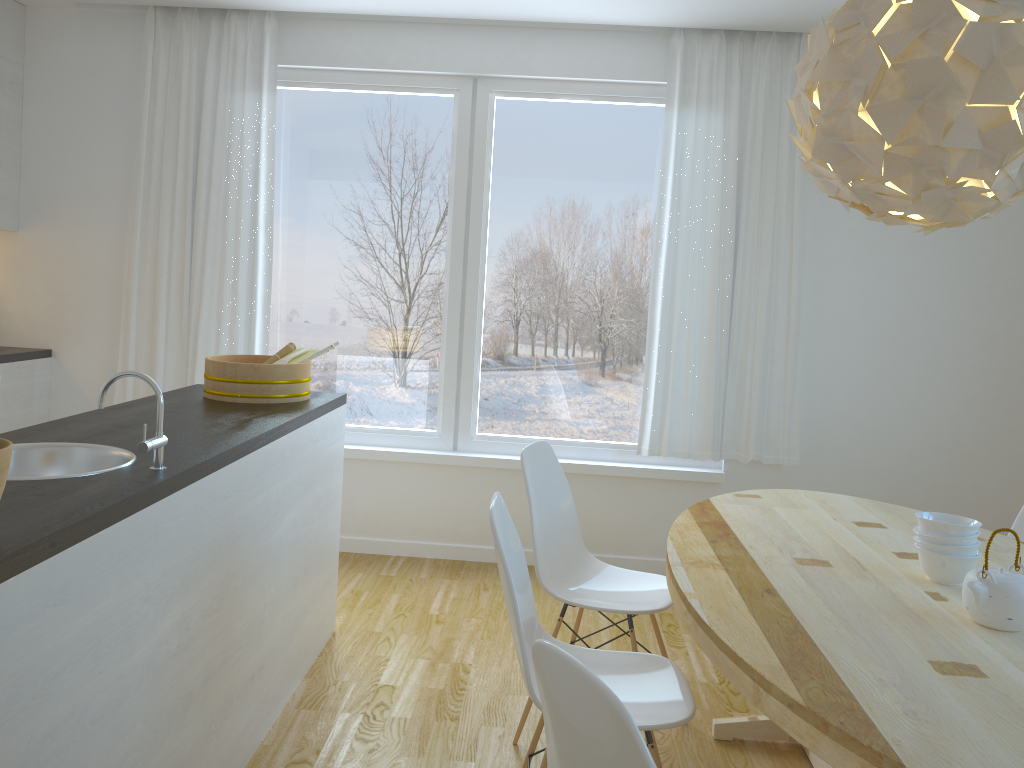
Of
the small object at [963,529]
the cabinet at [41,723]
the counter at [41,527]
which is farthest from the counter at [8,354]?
the small object at [963,529]

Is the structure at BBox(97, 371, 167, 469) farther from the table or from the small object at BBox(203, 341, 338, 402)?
the table

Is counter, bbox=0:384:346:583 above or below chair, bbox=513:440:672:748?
above

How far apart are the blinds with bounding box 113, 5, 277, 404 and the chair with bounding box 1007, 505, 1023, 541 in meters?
3.4

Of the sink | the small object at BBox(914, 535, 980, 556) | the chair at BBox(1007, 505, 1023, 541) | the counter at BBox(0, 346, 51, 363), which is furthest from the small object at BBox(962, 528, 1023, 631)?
the counter at BBox(0, 346, 51, 363)

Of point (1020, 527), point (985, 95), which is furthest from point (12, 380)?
point (1020, 527)

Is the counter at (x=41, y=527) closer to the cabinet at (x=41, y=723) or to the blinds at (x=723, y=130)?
the cabinet at (x=41, y=723)

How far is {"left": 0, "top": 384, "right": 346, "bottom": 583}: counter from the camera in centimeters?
150cm

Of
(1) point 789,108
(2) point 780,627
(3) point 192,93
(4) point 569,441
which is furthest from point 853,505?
(3) point 192,93

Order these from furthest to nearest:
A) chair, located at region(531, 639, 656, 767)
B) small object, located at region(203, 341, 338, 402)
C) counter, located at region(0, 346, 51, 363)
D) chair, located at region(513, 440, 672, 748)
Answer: counter, located at region(0, 346, 51, 363) → small object, located at region(203, 341, 338, 402) → chair, located at region(513, 440, 672, 748) → chair, located at region(531, 639, 656, 767)
